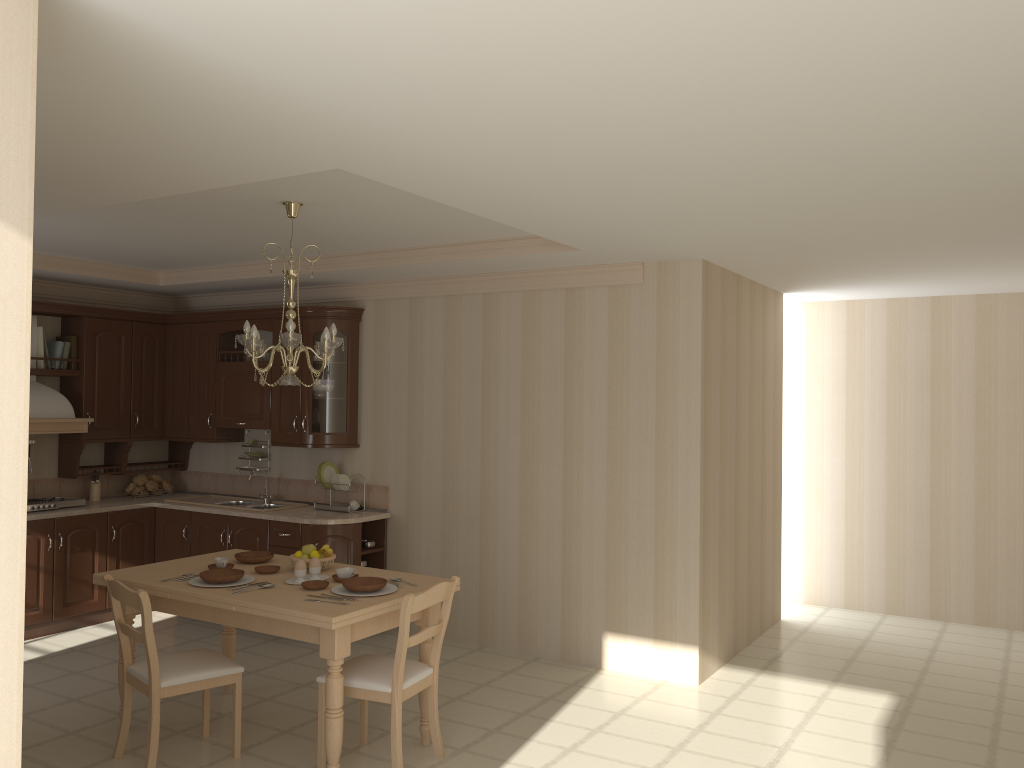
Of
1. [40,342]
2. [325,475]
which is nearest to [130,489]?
[40,342]

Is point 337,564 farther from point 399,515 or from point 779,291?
point 779,291

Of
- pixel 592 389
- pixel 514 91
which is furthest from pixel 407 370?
pixel 514 91

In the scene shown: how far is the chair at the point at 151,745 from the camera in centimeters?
378cm

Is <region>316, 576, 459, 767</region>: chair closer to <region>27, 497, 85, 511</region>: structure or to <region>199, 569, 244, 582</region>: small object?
<region>199, 569, 244, 582</region>: small object

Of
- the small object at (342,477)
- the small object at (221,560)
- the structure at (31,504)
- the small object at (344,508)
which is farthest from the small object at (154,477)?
the small object at (221,560)

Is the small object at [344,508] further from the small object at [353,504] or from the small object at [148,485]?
the small object at [148,485]

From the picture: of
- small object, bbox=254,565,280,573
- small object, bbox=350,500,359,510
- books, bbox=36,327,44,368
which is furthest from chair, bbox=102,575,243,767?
books, bbox=36,327,44,368

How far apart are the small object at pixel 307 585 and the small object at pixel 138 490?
3.6 meters

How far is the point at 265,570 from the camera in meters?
4.4
